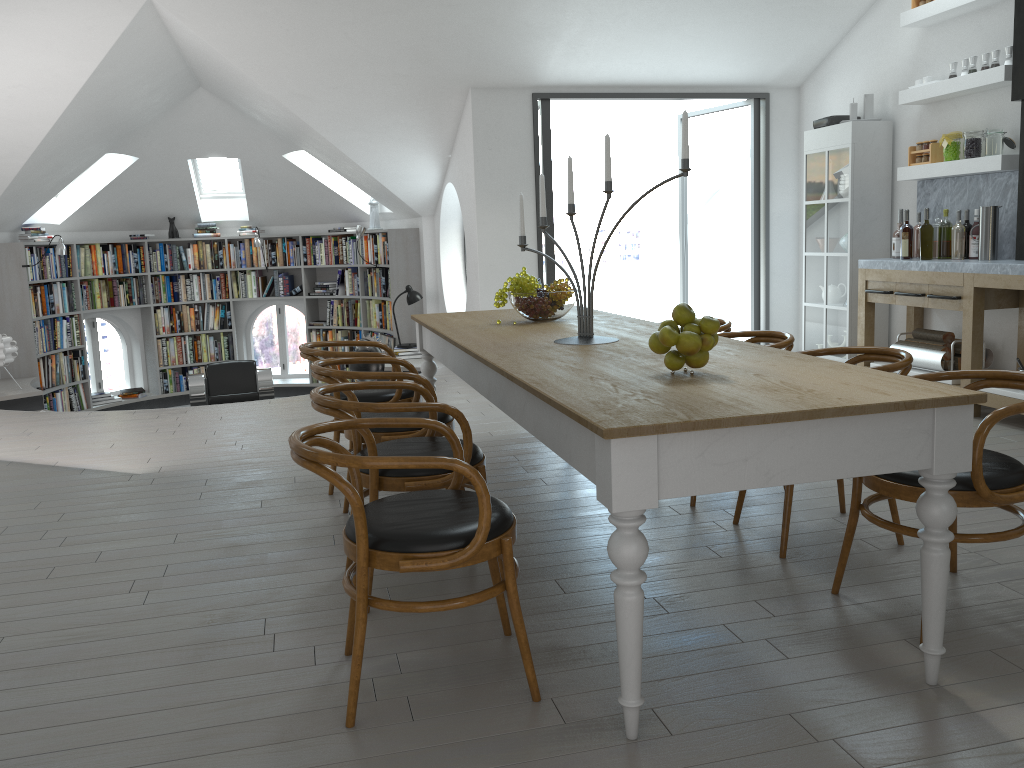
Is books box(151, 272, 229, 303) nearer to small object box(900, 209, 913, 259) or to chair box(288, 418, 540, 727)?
small object box(900, 209, 913, 259)

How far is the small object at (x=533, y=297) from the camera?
4.3m

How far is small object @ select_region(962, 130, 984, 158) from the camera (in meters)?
5.76

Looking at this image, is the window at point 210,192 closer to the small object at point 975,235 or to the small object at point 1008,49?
the small object at point 975,235

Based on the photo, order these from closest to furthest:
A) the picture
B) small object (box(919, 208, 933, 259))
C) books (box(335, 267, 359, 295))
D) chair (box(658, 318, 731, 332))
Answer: chair (box(658, 318, 731, 332)) → small object (box(919, 208, 933, 259)) → the picture → books (box(335, 267, 359, 295))

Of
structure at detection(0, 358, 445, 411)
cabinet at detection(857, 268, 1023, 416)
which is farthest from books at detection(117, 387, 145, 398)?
cabinet at detection(857, 268, 1023, 416)

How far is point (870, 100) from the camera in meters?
6.7

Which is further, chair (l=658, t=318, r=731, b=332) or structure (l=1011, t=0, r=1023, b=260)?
structure (l=1011, t=0, r=1023, b=260)

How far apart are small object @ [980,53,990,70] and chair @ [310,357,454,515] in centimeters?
426cm

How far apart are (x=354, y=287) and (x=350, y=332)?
0.6m
